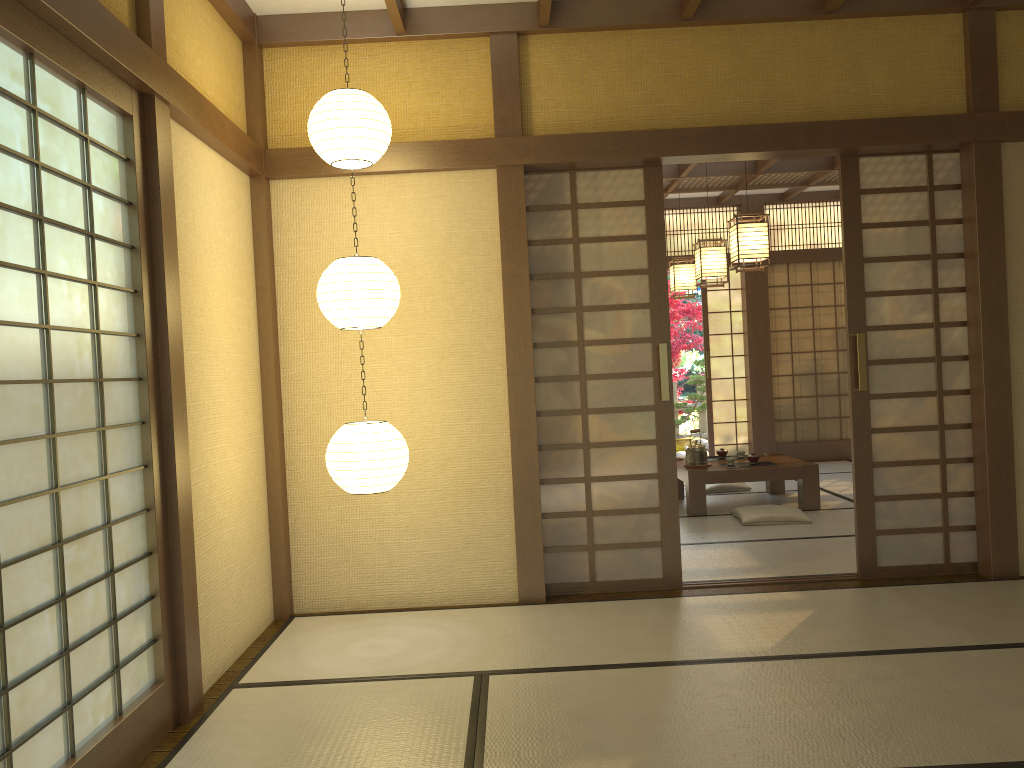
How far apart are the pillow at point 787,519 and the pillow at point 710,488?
1.3m

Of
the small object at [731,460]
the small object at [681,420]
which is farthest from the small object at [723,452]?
the small object at [681,420]

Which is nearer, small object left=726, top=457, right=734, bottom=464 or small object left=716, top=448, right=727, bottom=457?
small object left=726, top=457, right=734, bottom=464

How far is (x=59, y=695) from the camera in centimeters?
242cm

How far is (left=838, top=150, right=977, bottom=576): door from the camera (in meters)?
4.67

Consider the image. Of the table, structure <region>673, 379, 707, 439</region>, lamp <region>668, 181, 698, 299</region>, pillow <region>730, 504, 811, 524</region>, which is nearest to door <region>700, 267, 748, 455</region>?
lamp <region>668, 181, 698, 299</region>

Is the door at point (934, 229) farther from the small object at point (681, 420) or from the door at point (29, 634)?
the small object at point (681, 420)

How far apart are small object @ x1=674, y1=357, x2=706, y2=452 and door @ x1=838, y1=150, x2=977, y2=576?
7.0 meters

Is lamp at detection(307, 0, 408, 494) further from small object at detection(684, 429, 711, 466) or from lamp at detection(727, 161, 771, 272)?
small object at detection(684, 429, 711, 466)

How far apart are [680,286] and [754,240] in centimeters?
233cm
